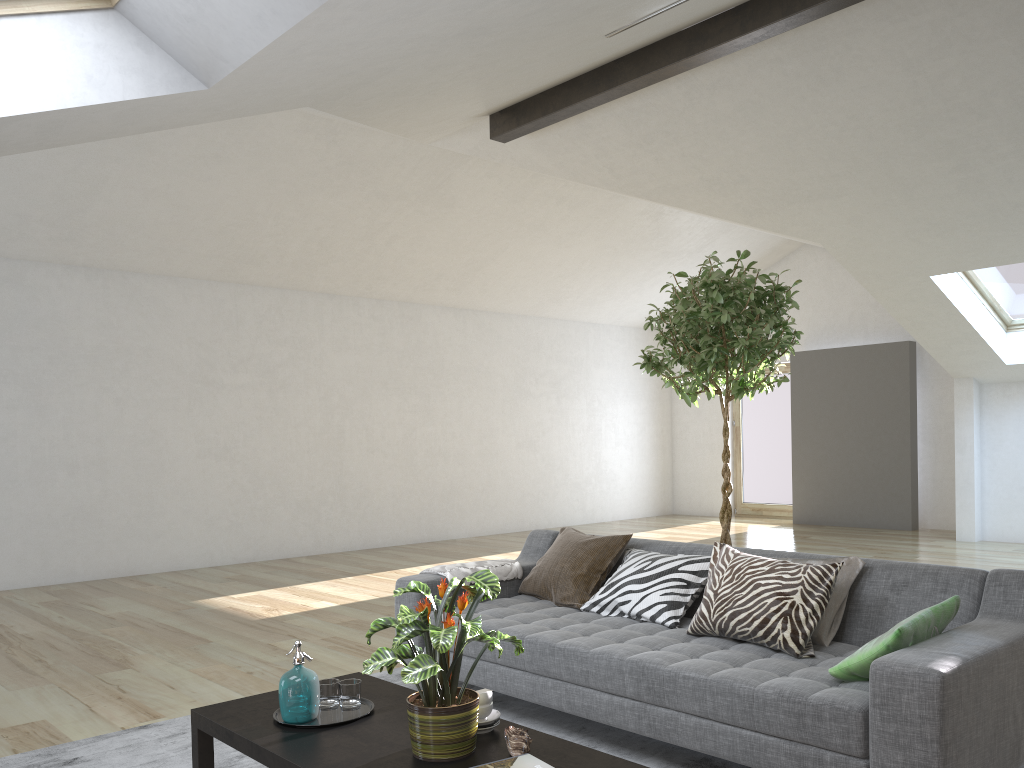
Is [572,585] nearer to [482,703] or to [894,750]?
[482,703]

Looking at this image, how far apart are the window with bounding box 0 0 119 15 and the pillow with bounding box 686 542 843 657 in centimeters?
290cm

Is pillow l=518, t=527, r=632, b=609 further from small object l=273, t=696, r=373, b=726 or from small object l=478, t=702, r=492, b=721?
small object l=478, t=702, r=492, b=721

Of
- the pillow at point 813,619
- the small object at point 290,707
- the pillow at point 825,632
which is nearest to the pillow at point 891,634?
the pillow at point 813,619

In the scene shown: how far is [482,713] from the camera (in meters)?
2.51

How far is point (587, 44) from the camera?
4.9 meters

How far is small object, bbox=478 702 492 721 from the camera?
2.51m

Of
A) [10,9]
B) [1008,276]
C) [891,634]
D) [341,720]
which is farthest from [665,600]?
[1008,276]

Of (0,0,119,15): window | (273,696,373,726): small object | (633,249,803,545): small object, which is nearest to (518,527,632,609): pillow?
(633,249,803,545): small object

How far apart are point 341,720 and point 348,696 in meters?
0.1 m
